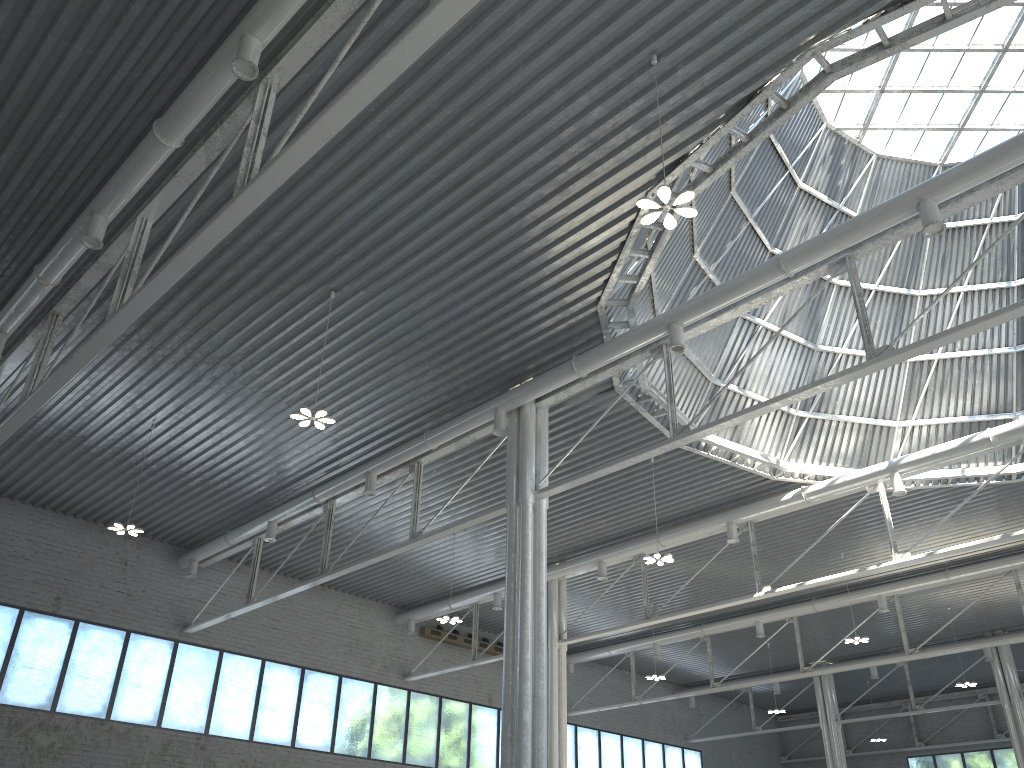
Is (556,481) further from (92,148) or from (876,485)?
(92,148)
